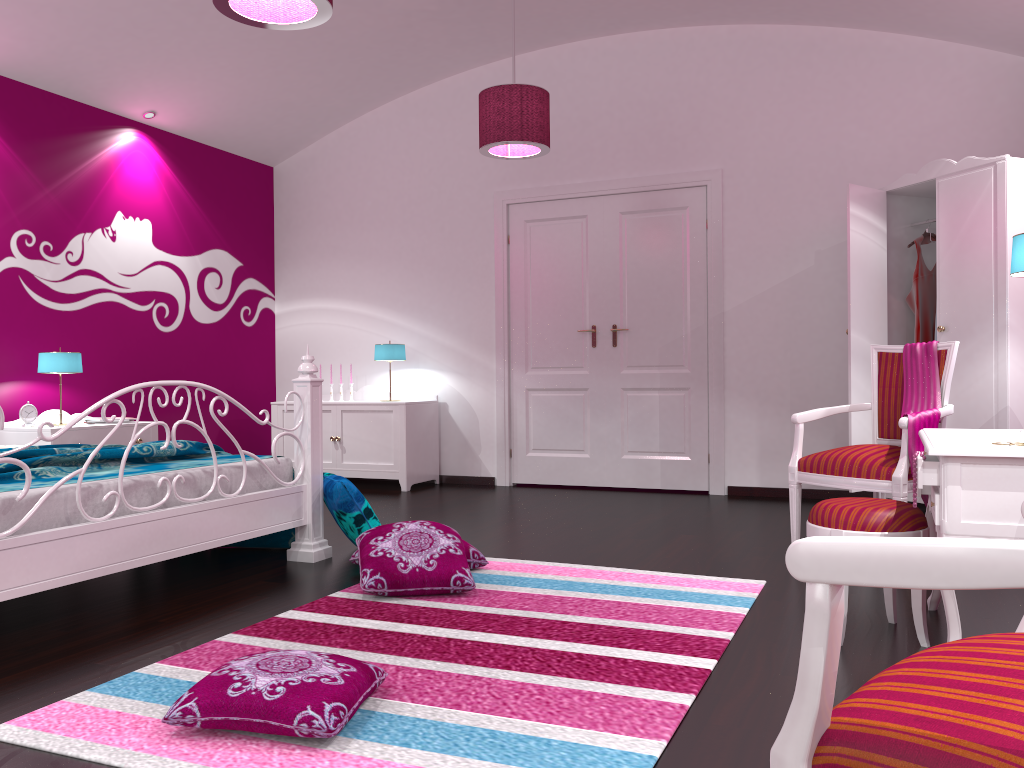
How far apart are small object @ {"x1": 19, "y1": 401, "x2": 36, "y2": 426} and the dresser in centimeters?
446cm

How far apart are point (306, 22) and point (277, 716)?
2.2 meters

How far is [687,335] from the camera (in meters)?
5.88

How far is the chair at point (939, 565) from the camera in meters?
0.7

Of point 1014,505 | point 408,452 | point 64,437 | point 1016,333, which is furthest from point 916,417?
point 64,437

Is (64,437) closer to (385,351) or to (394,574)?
(385,351)

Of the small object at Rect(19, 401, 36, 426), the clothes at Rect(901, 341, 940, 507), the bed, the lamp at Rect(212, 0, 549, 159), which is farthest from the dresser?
the small object at Rect(19, 401, 36, 426)

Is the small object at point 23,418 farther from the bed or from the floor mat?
the floor mat

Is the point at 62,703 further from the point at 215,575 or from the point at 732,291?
the point at 732,291

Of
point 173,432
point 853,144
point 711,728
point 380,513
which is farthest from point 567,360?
point 711,728
